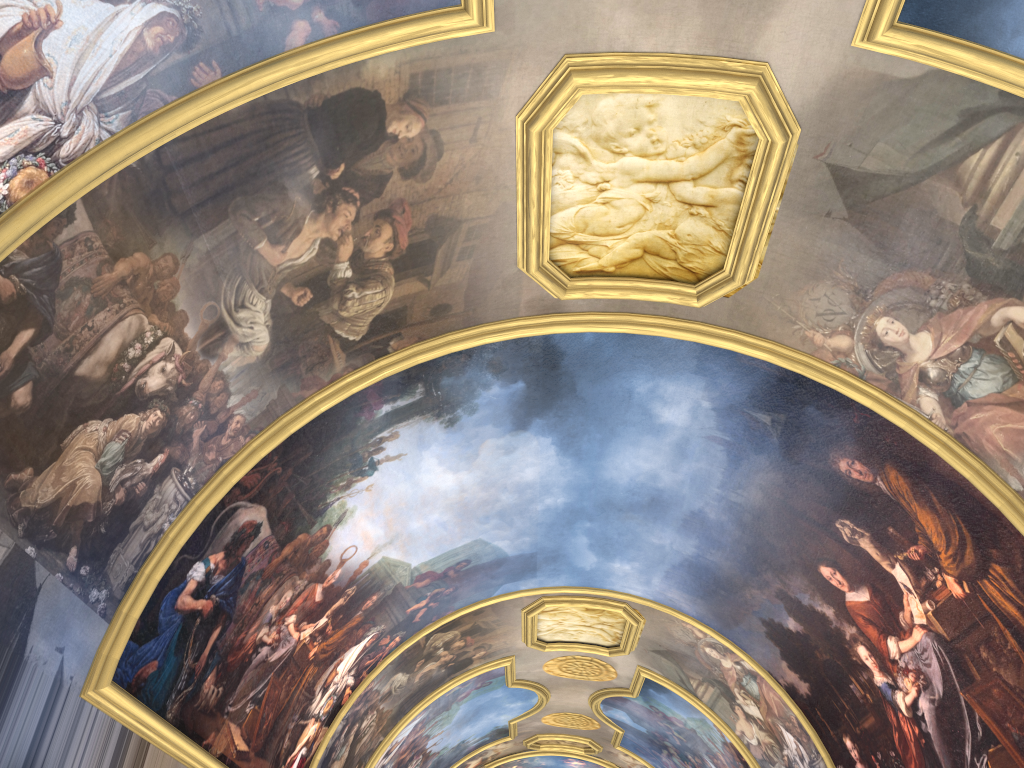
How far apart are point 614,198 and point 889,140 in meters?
3.1

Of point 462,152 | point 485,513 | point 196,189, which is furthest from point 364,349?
point 485,513
